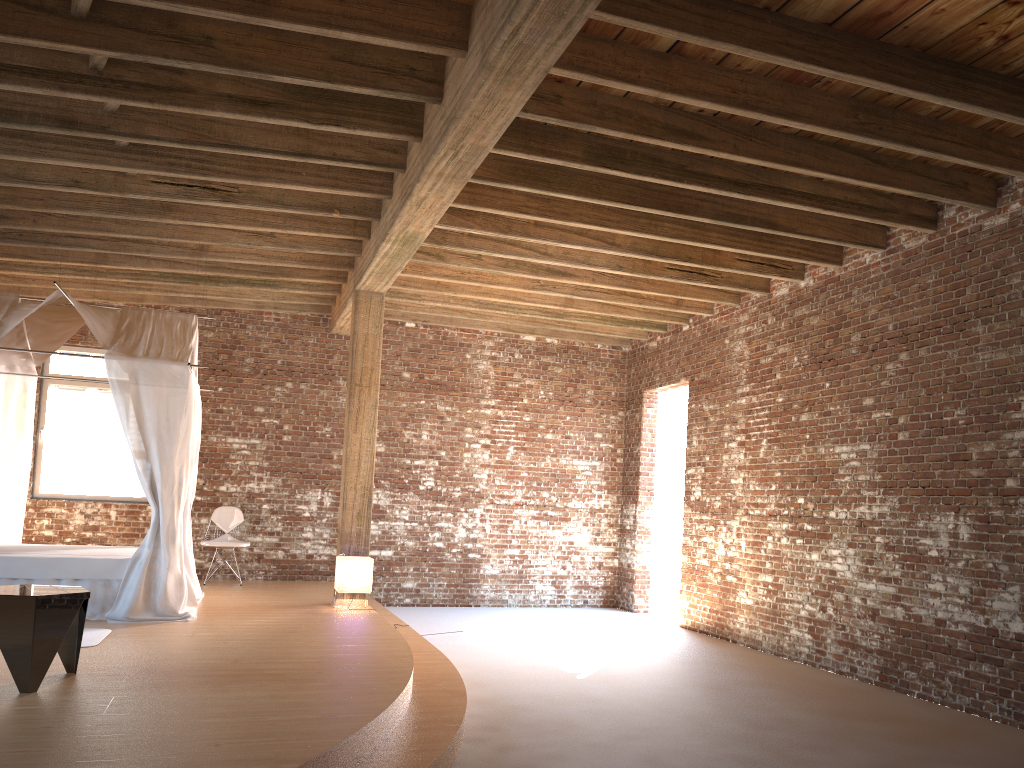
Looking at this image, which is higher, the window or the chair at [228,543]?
the window

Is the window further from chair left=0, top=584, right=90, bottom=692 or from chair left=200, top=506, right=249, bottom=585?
chair left=0, top=584, right=90, bottom=692

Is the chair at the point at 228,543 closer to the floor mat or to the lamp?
the lamp

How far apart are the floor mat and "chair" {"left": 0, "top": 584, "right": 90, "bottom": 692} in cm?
98

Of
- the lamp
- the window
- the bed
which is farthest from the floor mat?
the window

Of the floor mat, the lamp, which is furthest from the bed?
the lamp

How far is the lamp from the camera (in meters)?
8.19

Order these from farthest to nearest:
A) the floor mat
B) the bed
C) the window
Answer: the window
the bed
the floor mat

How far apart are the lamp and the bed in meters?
1.3 m

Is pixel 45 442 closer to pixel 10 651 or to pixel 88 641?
pixel 88 641
